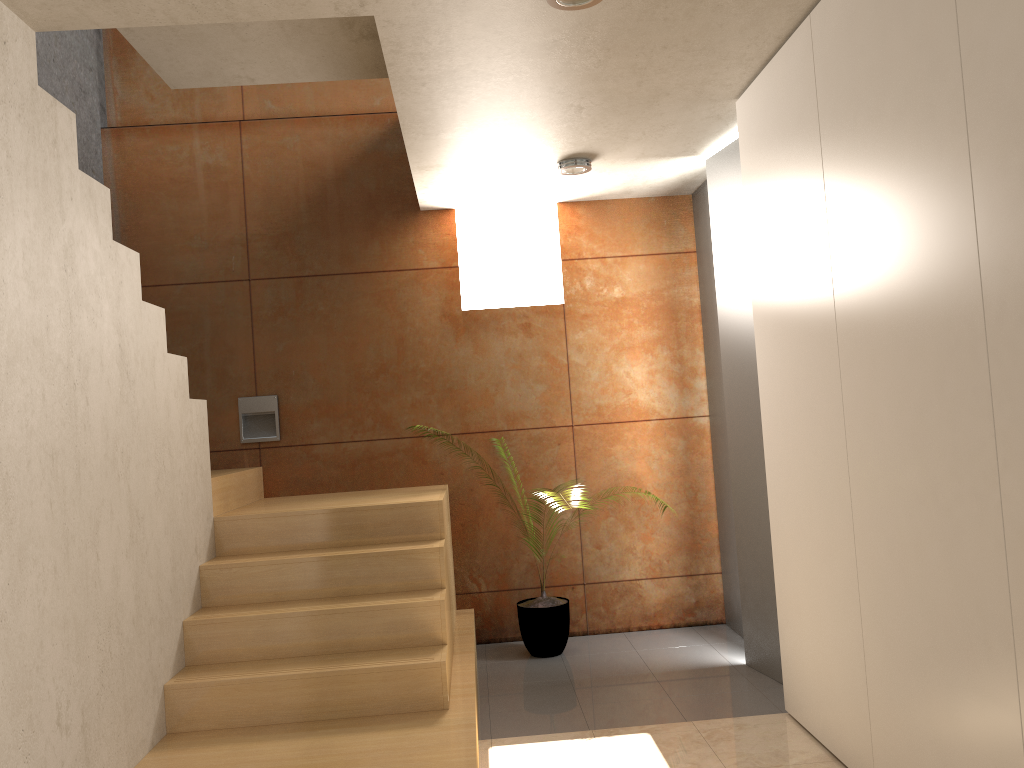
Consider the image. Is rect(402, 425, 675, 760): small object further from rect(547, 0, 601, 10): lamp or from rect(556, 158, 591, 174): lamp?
rect(547, 0, 601, 10): lamp

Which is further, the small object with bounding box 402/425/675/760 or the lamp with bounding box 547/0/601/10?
the small object with bounding box 402/425/675/760

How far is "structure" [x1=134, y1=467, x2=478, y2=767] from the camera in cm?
309

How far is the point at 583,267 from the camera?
5.20m

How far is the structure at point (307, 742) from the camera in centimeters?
309cm

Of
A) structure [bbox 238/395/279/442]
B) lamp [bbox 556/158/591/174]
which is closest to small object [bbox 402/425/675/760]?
structure [bbox 238/395/279/442]

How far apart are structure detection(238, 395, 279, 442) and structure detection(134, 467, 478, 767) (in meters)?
0.23

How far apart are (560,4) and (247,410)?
3.2 meters

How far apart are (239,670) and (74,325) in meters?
1.5

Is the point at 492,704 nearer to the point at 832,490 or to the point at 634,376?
the point at 832,490
